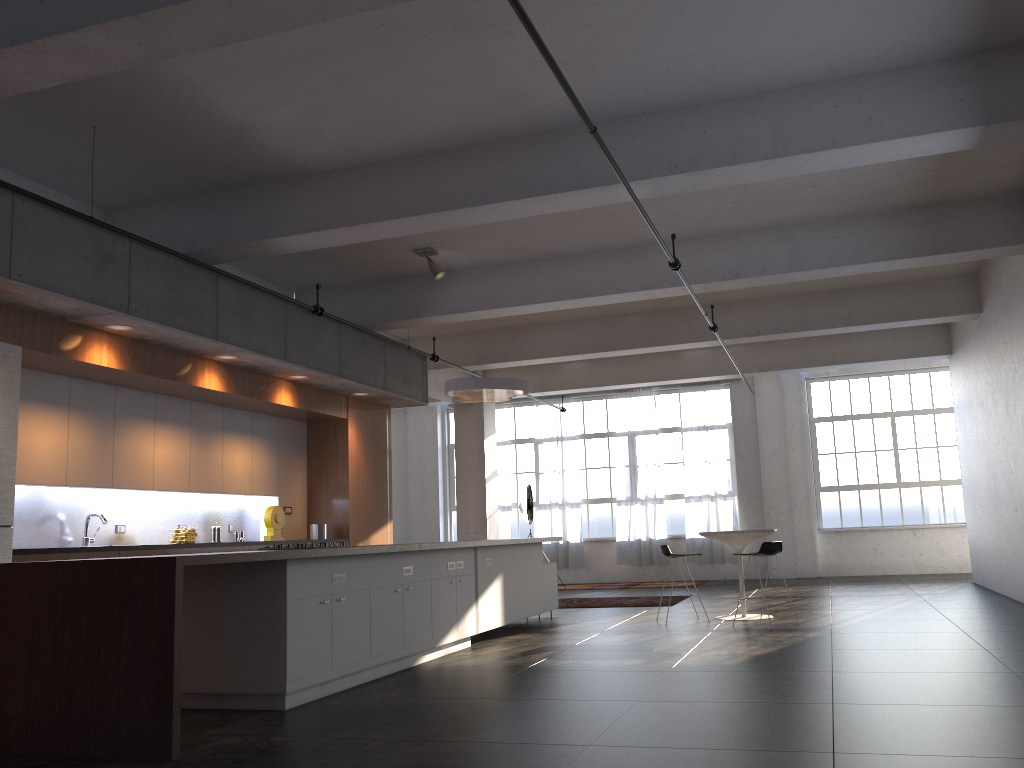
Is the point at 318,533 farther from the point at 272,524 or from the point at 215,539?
the point at 215,539

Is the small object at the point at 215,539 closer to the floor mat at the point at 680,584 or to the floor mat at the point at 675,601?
the floor mat at the point at 675,601

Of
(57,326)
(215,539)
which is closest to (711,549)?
(215,539)

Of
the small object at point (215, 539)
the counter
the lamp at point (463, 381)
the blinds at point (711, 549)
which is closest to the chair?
the lamp at point (463, 381)

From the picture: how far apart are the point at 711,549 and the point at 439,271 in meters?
9.8 m

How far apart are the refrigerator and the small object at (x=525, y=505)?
10.3m

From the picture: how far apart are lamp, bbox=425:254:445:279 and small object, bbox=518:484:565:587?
7.22m

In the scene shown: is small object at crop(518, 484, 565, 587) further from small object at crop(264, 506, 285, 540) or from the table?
small object at crop(264, 506, 285, 540)

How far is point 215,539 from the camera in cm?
898

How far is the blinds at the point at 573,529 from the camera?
17.6m
